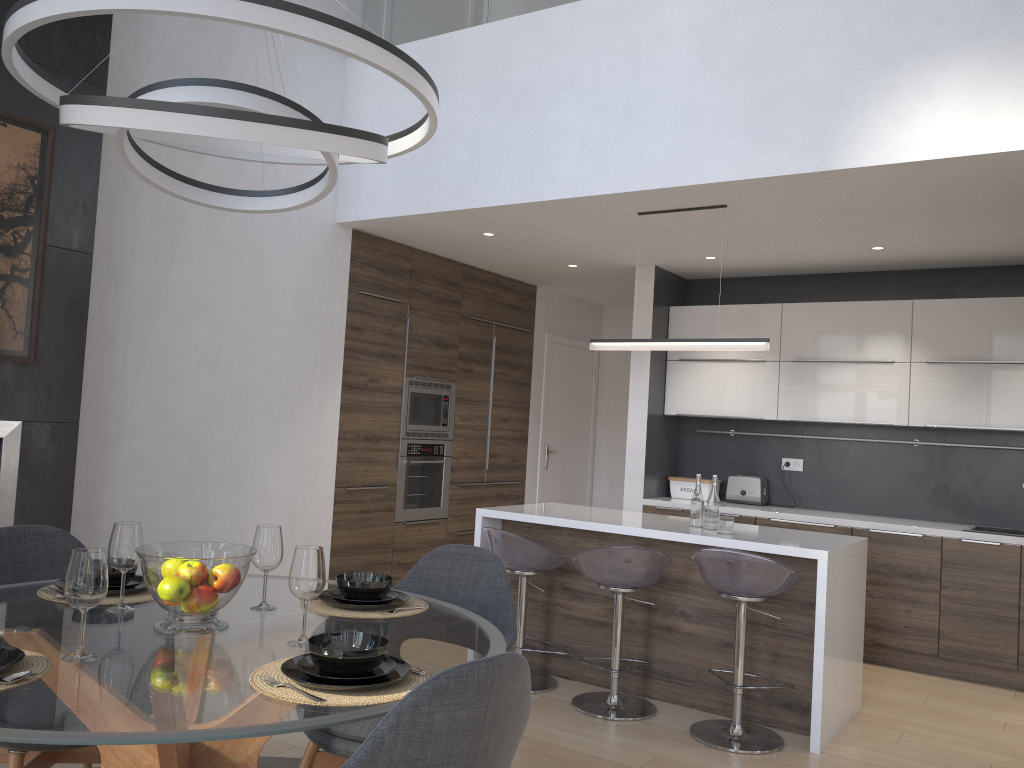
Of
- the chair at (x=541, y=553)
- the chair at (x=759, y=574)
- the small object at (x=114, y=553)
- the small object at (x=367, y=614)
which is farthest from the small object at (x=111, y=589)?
the chair at (x=759, y=574)

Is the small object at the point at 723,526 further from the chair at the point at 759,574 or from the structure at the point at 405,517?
the structure at the point at 405,517

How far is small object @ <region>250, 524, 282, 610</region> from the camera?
2.3m

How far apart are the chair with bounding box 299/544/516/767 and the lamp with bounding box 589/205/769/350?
2.10m

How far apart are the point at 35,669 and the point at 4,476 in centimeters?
216cm

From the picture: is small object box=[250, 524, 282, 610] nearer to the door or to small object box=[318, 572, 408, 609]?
small object box=[318, 572, 408, 609]

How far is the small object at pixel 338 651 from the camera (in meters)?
1.70

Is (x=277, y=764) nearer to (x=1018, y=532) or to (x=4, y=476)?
(x=4, y=476)

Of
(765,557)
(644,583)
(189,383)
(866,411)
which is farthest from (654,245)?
(189,383)

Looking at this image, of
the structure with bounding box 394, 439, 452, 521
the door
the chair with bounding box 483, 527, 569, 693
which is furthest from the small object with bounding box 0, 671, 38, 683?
the door
